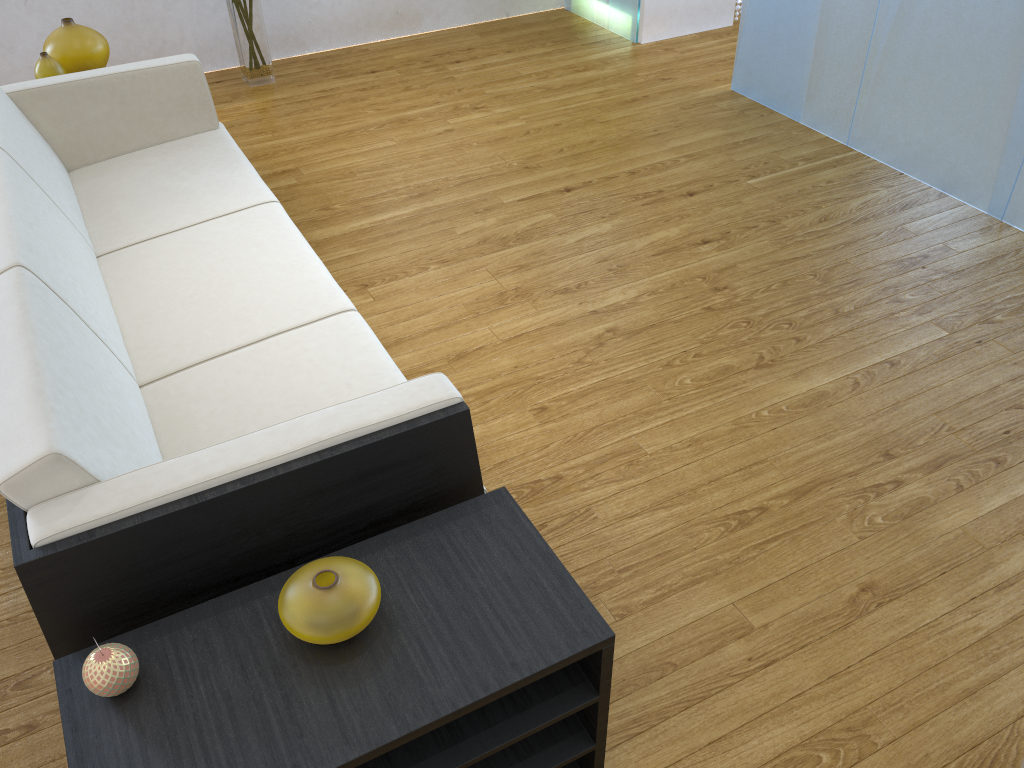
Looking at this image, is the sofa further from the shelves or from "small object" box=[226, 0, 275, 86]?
"small object" box=[226, 0, 275, 86]

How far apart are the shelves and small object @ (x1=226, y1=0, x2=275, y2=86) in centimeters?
350cm

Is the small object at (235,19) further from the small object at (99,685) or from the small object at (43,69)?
the small object at (99,685)

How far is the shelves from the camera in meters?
1.2

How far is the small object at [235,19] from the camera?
4.16m

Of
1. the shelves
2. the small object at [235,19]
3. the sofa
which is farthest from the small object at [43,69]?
the shelves

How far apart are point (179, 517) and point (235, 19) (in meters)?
3.51

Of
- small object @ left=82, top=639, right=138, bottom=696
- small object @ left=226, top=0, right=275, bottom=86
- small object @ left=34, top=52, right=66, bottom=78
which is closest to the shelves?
small object @ left=82, top=639, right=138, bottom=696

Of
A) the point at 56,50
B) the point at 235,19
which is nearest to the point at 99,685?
the point at 56,50

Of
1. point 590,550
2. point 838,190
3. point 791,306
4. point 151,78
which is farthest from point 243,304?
point 838,190
